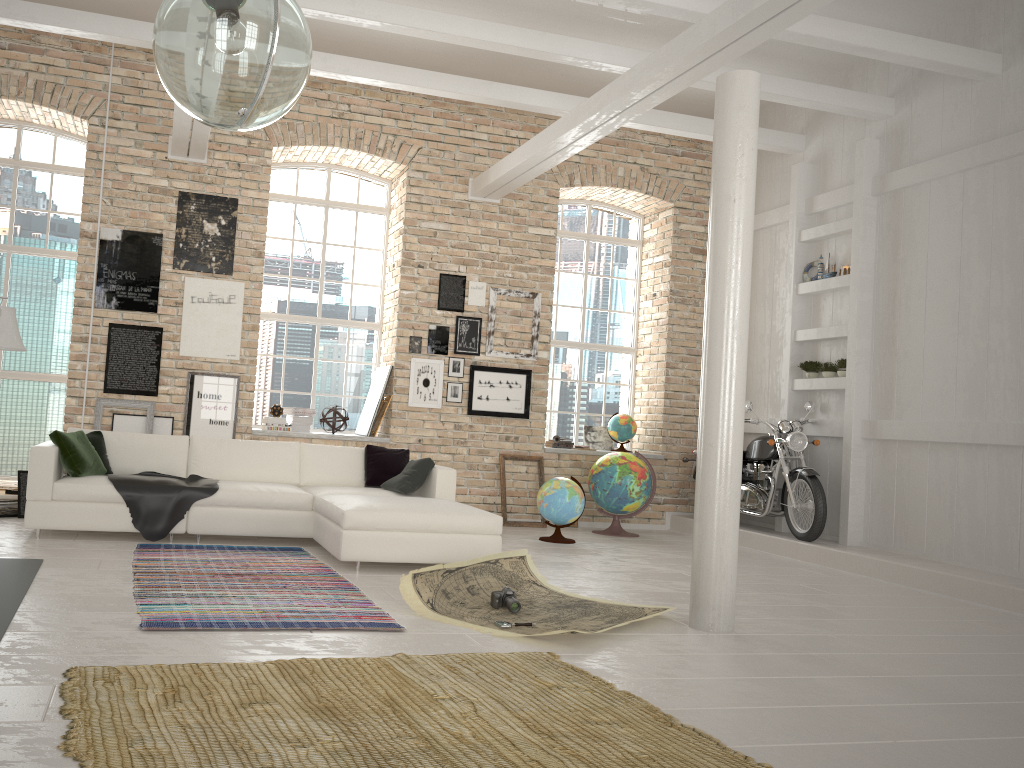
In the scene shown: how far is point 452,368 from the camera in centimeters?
946cm

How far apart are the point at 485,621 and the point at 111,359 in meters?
5.2 m

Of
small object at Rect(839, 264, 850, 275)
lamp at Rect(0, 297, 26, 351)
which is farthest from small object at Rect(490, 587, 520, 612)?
small object at Rect(839, 264, 850, 275)

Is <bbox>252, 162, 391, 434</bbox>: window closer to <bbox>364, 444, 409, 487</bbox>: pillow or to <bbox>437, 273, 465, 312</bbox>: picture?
<bbox>437, 273, 465, 312</bbox>: picture

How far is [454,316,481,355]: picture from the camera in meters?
9.5

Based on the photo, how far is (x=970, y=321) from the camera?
7.18m

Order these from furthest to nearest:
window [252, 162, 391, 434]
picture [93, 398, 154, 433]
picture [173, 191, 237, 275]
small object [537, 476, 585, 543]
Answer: window [252, 162, 391, 434]
picture [173, 191, 237, 275]
picture [93, 398, 154, 433]
small object [537, 476, 585, 543]

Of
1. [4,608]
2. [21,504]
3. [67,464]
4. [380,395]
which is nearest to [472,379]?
[380,395]

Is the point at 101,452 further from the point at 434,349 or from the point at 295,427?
the point at 434,349

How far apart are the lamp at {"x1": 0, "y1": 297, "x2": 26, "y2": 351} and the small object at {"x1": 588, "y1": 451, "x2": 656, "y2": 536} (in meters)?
→ 5.67
